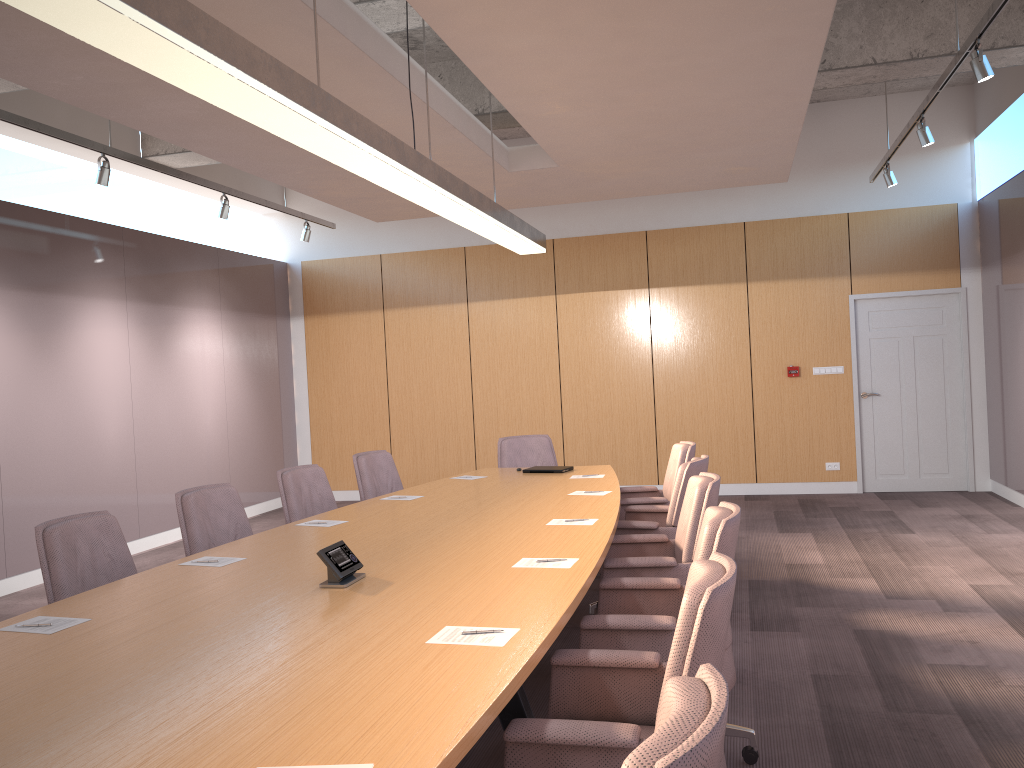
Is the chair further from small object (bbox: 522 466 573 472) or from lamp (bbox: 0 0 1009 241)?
lamp (bbox: 0 0 1009 241)

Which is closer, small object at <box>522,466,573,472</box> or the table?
the table

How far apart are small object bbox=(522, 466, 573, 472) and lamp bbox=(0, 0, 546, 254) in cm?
162

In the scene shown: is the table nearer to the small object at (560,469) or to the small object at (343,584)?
the small object at (343,584)

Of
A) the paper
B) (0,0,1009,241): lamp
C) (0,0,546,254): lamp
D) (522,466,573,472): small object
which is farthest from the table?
(0,0,1009,241): lamp

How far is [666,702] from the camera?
1.54m

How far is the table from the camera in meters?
1.9 m

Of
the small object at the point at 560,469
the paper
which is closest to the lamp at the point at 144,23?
the small object at the point at 560,469

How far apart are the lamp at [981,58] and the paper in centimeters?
333cm

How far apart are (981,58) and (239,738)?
4.9 meters
